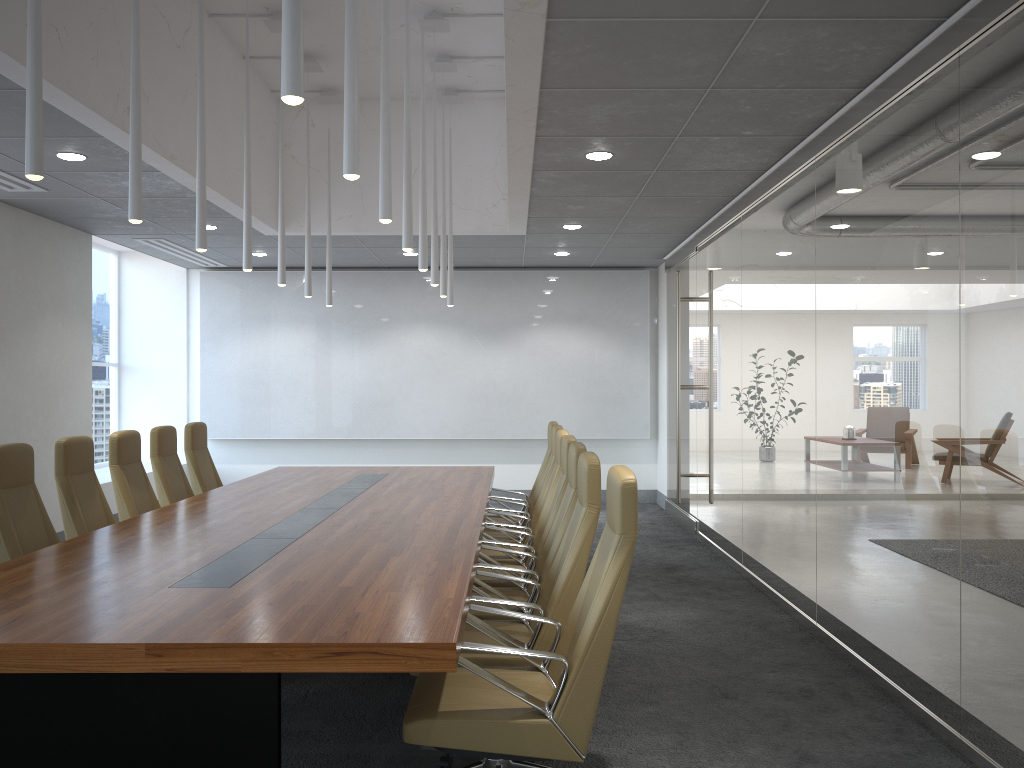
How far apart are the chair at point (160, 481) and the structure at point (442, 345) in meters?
5.0

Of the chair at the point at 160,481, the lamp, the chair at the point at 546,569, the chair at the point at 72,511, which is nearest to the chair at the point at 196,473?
the chair at the point at 160,481

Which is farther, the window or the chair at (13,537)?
the window

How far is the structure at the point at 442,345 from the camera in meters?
13.0 m

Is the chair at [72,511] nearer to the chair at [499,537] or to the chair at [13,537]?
the chair at [13,537]

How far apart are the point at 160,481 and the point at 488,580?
3.3m

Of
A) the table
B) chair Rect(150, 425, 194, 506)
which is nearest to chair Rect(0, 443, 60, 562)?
the table

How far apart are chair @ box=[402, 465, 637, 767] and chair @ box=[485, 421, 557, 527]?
4.2 meters

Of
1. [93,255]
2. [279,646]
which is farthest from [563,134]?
[93,255]

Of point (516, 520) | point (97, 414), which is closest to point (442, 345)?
point (97, 414)
